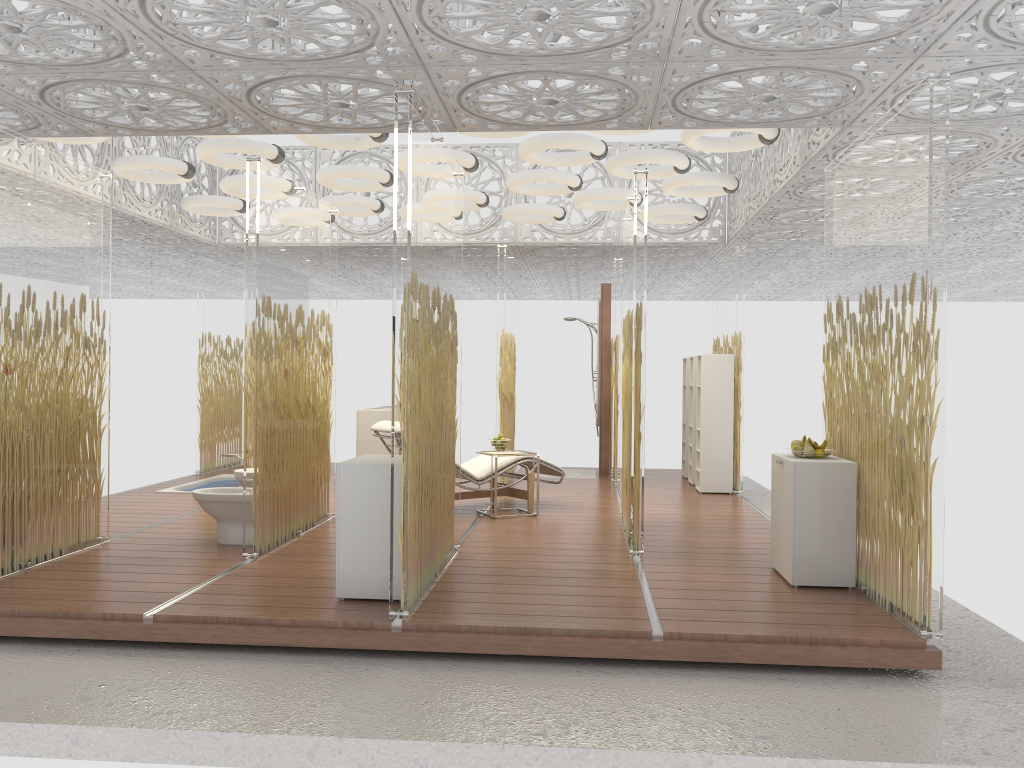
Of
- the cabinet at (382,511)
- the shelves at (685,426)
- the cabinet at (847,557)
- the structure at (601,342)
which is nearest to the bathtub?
the structure at (601,342)

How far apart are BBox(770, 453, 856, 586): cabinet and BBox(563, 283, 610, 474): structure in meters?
5.5 m

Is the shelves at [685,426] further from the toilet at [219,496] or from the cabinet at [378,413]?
the toilet at [219,496]

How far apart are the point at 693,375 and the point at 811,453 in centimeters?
480cm

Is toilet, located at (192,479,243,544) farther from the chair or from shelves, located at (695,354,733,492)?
shelves, located at (695,354,733,492)

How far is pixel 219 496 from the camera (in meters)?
6.18

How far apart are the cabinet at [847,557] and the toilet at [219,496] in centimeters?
360cm

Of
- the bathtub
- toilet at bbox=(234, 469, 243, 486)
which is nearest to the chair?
toilet at bbox=(234, 469, 243, 486)

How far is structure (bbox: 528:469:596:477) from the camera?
11.4m

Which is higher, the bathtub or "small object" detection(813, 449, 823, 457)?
"small object" detection(813, 449, 823, 457)
